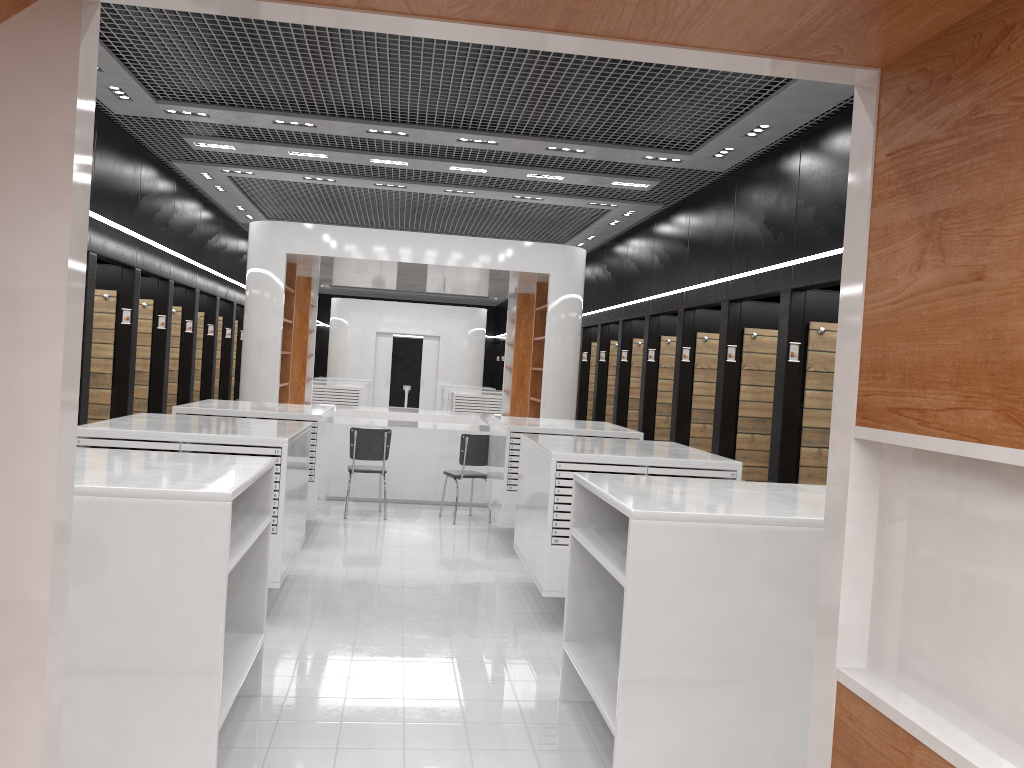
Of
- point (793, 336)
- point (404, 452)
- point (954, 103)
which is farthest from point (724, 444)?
point (954, 103)

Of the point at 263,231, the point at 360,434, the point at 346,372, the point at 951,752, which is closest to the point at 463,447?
the point at 360,434

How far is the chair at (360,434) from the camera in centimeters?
960cm

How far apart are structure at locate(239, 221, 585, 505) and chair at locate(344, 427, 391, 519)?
1.01m

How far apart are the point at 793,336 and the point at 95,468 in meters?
5.8

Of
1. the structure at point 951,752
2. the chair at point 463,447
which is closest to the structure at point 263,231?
the chair at point 463,447

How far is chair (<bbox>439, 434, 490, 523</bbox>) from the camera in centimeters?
972cm

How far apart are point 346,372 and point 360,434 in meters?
14.5 m

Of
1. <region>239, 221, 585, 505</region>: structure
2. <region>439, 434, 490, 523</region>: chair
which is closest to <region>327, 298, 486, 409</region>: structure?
<region>239, 221, 585, 505</region>: structure

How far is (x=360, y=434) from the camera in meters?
9.6
